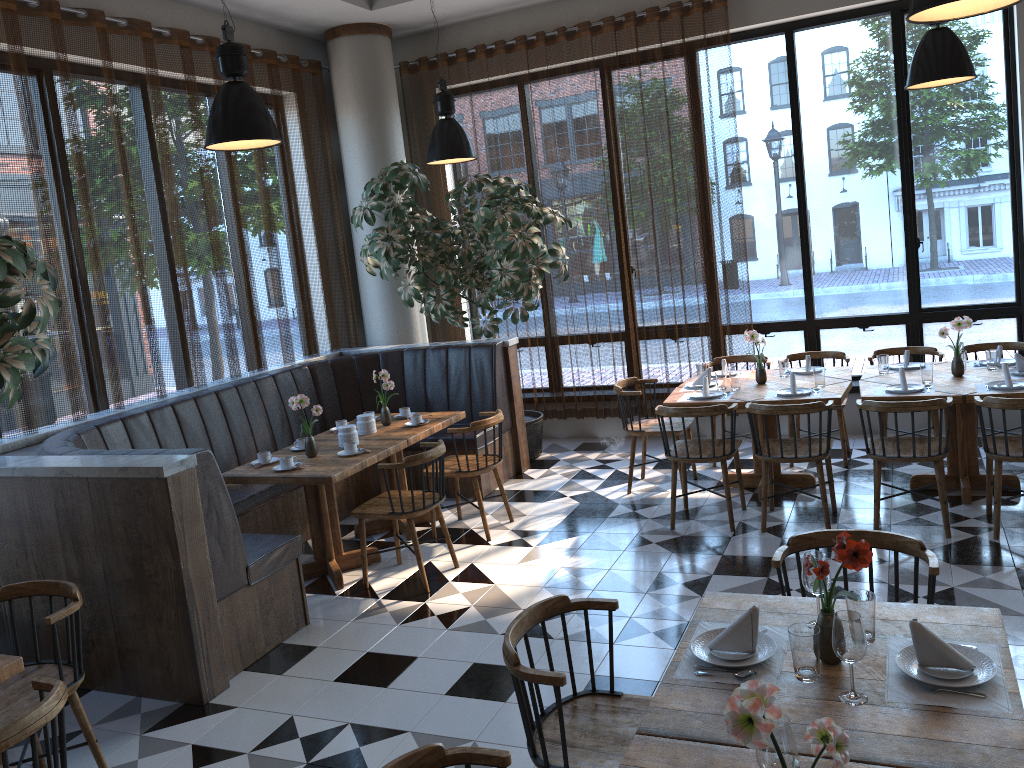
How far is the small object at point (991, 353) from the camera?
5.8m

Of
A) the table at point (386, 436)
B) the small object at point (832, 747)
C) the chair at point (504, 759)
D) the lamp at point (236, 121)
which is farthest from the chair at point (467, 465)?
the small object at point (832, 747)

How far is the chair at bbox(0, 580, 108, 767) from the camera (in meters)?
3.33

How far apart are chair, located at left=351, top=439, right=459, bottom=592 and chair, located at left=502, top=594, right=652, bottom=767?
2.33m

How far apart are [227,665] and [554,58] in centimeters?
590cm

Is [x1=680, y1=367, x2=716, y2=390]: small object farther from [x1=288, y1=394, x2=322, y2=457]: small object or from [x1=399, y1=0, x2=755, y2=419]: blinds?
[x1=288, y1=394, x2=322, y2=457]: small object

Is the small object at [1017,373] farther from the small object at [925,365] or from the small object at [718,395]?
the small object at [718,395]

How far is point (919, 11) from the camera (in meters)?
3.07

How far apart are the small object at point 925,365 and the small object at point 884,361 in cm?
45

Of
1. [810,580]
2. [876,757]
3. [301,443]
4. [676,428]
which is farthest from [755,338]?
[876,757]
